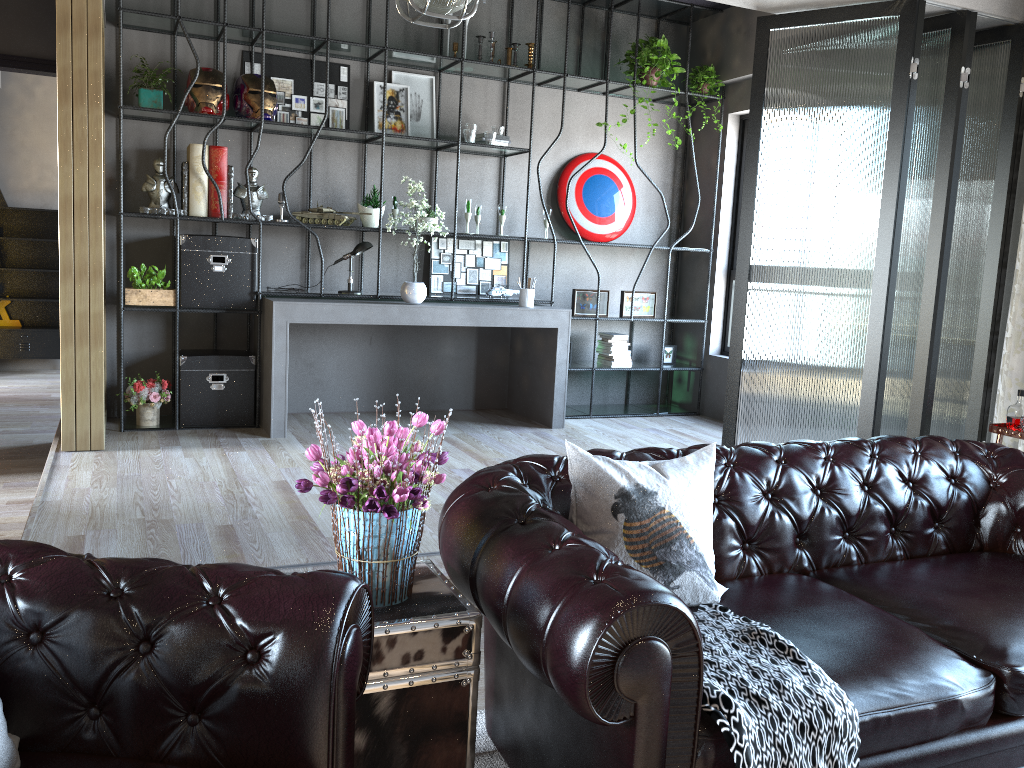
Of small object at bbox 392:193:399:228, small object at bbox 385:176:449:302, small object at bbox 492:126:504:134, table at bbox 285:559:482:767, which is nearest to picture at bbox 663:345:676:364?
small object at bbox 492:126:504:134

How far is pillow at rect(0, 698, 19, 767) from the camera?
1.5 meters

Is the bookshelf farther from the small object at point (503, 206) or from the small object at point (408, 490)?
the small object at point (408, 490)

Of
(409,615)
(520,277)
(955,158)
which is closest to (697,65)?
(520,277)

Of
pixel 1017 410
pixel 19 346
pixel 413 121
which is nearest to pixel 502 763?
pixel 1017 410

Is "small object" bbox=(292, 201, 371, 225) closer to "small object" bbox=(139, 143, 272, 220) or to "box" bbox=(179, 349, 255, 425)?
"small object" bbox=(139, 143, 272, 220)

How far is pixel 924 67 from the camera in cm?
457

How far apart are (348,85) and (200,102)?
1.2 meters

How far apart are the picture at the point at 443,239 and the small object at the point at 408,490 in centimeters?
467cm

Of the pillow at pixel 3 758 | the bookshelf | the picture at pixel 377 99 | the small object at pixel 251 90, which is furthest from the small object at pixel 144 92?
the pillow at pixel 3 758
